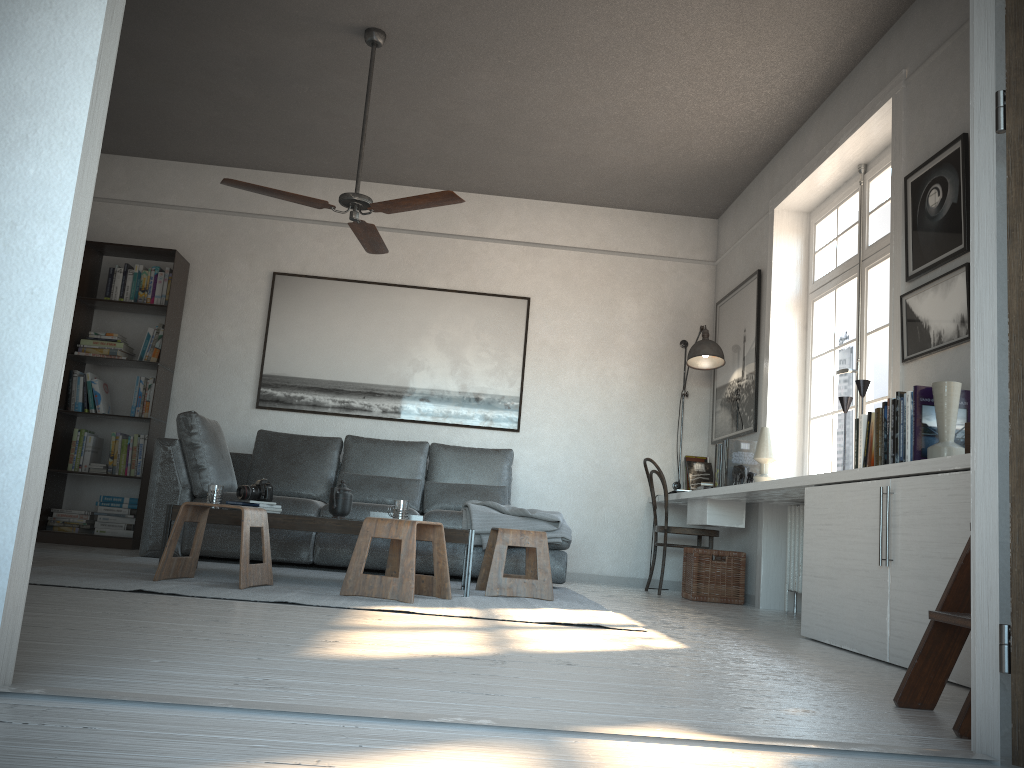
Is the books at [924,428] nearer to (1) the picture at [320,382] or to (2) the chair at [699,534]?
(2) the chair at [699,534]

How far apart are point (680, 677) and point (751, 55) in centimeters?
354cm

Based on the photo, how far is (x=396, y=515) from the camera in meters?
4.3 m

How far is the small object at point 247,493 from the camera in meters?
4.5 m

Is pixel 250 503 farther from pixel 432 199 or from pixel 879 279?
pixel 879 279

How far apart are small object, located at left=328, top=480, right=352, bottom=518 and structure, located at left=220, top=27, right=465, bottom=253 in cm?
137

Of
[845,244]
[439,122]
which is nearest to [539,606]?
[845,244]

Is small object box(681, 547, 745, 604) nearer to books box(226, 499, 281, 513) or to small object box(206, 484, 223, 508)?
books box(226, 499, 281, 513)

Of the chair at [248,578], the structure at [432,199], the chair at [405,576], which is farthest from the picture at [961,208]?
the chair at [248,578]

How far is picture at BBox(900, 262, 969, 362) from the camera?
3.46m
